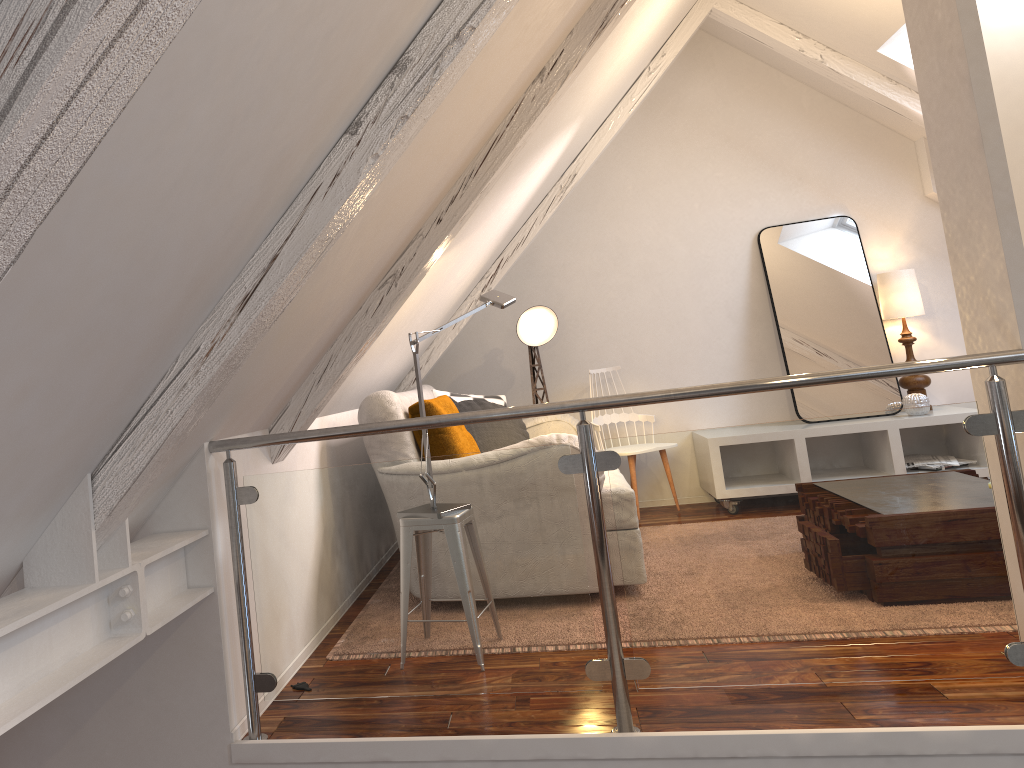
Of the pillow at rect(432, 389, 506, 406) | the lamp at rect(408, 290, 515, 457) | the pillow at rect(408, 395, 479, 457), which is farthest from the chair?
the lamp at rect(408, 290, 515, 457)

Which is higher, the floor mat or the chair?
the chair

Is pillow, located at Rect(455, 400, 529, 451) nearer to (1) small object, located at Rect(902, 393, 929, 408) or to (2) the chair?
(2) the chair

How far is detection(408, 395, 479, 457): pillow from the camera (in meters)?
3.25

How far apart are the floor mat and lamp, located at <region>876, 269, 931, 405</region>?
2.4m

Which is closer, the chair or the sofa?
the sofa

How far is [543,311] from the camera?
4.65m

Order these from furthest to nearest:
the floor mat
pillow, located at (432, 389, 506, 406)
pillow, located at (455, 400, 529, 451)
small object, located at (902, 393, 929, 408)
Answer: small object, located at (902, 393, 929, 408) → pillow, located at (432, 389, 506, 406) → pillow, located at (455, 400, 529, 451) → the floor mat

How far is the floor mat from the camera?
2.7m

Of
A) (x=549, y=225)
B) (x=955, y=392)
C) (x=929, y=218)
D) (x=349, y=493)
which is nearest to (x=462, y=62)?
(x=349, y=493)
